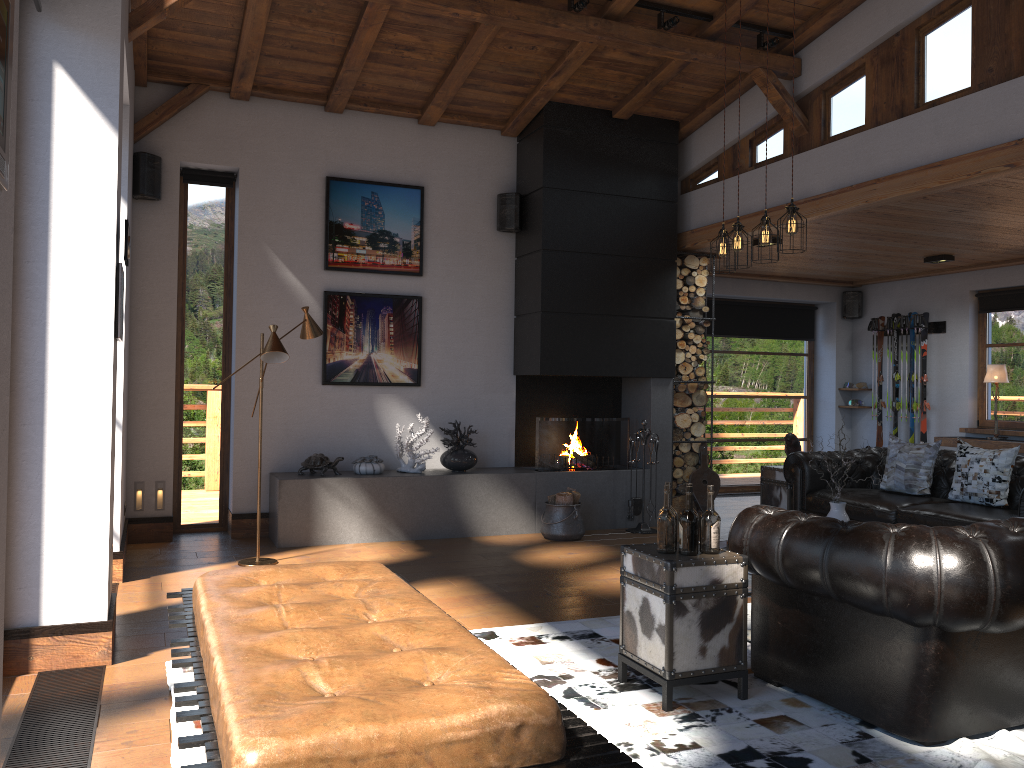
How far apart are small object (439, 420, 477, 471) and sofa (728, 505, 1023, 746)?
4.04m

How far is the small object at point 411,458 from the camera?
7.6m

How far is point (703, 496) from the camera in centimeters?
843cm

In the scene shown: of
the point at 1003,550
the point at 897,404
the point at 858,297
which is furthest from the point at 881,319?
the point at 1003,550

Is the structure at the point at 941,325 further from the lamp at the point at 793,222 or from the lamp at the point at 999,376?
the lamp at the point at 793,222

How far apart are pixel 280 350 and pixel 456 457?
2.3 meters

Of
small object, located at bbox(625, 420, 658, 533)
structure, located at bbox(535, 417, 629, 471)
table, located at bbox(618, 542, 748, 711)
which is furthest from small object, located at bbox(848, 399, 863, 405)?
table, located at bbox(618, 542, 748, 711)

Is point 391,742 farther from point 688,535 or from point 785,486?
point 785,486

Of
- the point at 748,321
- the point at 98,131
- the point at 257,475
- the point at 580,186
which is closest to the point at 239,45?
the point at 98,131

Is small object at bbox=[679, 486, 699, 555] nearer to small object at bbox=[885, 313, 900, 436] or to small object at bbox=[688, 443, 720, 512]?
small object at bbox=[688, 443, 720, 512]
